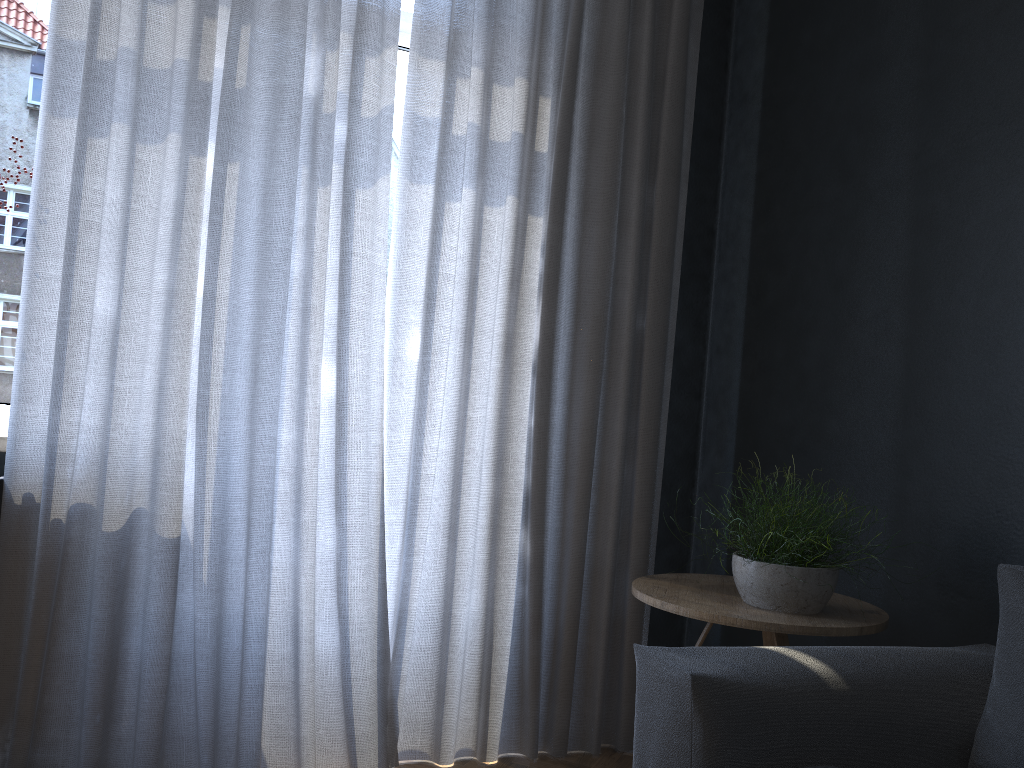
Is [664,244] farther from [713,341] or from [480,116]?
[480,116]

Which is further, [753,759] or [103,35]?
[103,35]

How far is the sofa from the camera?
1.5m

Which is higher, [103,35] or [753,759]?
[103,35]

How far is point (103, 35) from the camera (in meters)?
2.14

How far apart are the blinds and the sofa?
0.94m

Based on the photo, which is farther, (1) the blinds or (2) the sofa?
(1) the blinds

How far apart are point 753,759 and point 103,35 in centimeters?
213cm

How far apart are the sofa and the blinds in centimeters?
94cm
